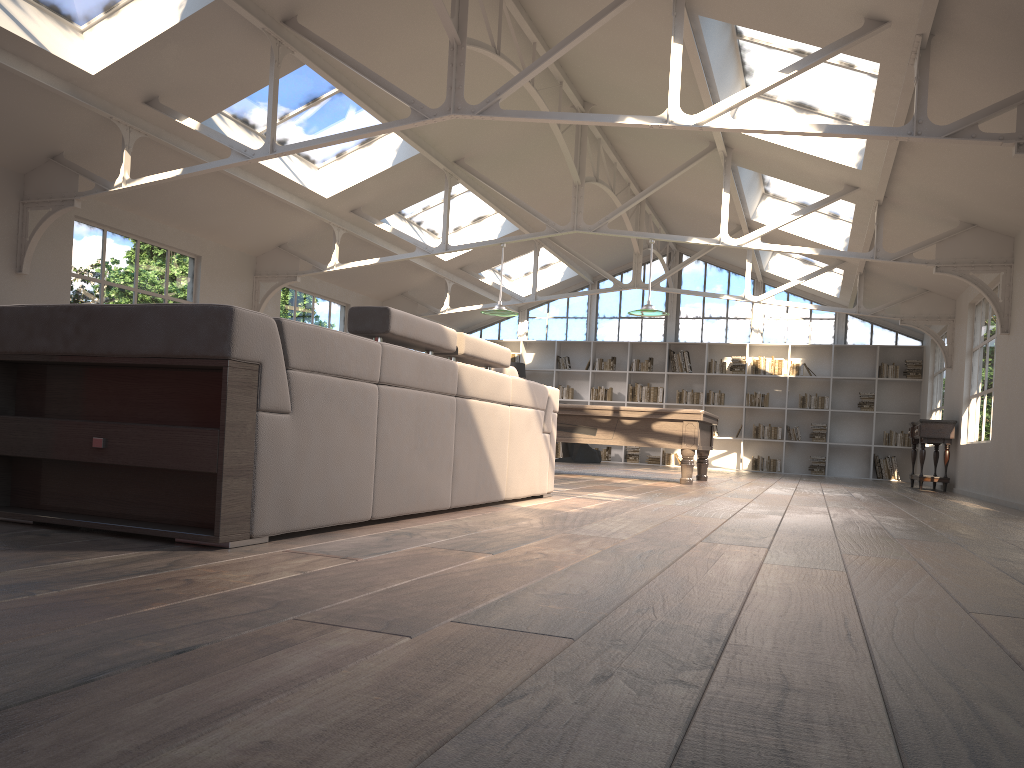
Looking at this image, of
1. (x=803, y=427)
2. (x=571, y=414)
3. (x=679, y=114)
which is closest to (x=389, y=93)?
(x=679, y=114)

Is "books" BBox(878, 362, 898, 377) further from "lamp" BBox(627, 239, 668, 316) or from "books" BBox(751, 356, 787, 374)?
"lamp" BBox(627, 239, 668, 316)

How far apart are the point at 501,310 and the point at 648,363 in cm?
729

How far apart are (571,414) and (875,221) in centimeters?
375cm

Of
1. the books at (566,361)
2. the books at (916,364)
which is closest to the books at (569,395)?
the books at (566,361)

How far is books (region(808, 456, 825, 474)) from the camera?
15.87m

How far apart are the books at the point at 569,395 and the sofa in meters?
11.7 m

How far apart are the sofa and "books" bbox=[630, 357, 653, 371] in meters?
11.5 m

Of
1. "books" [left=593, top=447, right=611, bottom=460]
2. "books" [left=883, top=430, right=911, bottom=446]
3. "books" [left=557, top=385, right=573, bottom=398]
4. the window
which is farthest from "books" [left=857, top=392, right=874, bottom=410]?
"books" [left=557, top=385, right=573, bottom=398]

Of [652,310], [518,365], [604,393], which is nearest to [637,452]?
[604,393]
